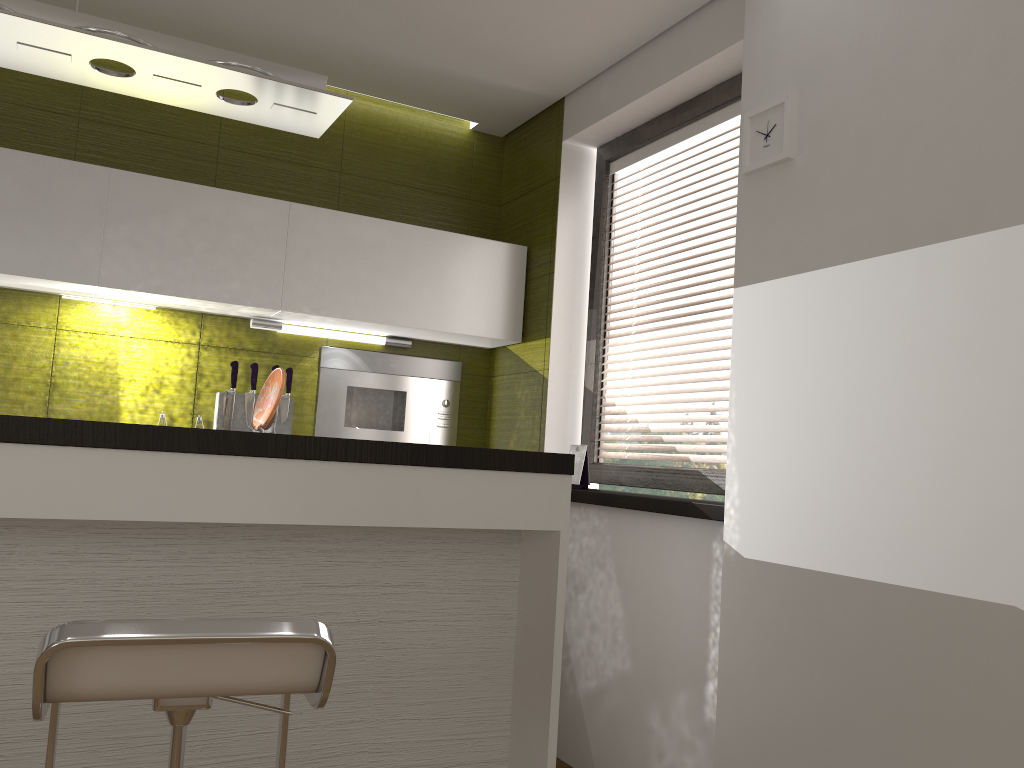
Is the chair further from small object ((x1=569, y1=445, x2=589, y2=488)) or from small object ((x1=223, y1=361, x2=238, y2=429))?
small object ((x1=223, y1=361, x2=238, y2=429))

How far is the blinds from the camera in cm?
312

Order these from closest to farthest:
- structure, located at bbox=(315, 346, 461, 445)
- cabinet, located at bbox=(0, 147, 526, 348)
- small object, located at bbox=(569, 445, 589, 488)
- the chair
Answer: the chair
cabinet, located at bbox=(0, 147, 526, 348)
small object, located at bbox=(569, 445, 589, 488)
structure, located at bbox=(315, 346, 461, 445)

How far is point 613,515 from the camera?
3.2m

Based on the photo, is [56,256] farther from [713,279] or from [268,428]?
[713,279]

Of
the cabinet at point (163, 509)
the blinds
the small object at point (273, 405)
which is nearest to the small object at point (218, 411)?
the small object at point (273, 405)

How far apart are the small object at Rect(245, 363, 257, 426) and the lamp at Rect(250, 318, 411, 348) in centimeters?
19cm

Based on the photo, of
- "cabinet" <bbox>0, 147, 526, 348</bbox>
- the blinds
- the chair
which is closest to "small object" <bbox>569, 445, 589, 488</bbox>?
the blinds

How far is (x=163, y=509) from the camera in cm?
182

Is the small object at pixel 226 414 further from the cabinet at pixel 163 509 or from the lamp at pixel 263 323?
the cabinet at pixel 163 509
